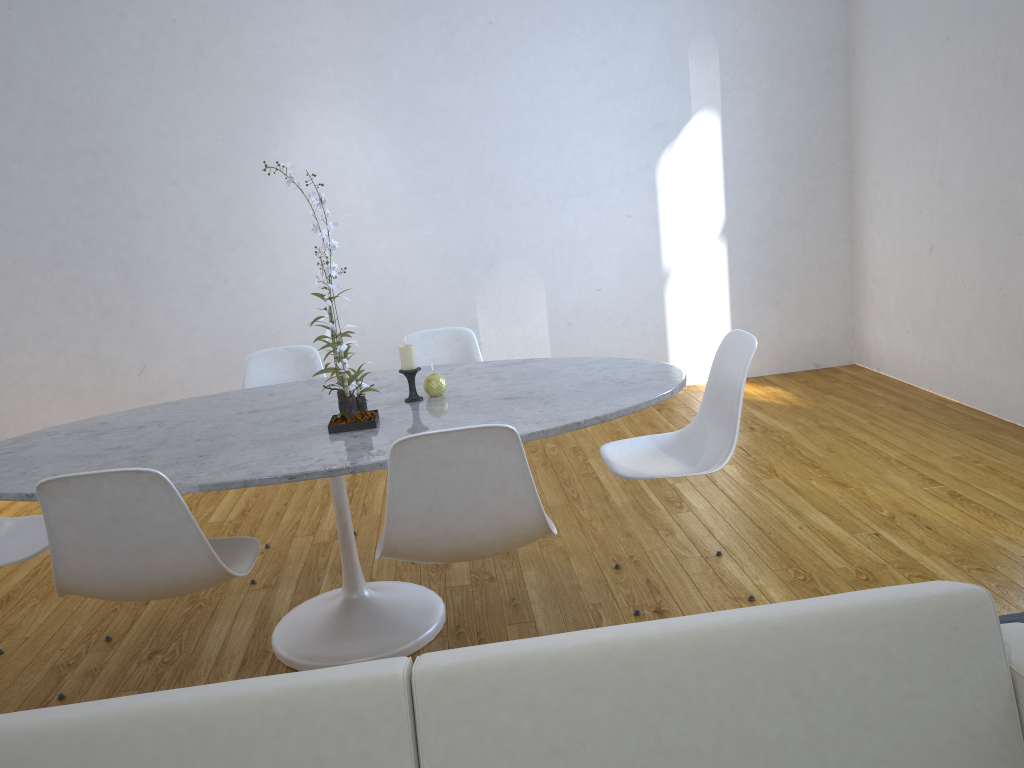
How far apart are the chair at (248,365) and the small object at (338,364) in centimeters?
91cm

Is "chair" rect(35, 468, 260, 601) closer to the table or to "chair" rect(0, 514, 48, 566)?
the table

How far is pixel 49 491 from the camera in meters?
1.7 m

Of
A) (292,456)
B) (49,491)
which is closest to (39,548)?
(49,491)

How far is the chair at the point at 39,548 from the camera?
2.2m

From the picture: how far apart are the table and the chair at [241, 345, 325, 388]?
0.3 meters

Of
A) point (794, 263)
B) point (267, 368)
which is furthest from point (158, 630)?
point (794, 263)

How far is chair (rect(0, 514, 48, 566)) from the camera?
2.2 meters

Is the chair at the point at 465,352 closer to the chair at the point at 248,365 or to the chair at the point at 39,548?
the chair at the point at 248,365

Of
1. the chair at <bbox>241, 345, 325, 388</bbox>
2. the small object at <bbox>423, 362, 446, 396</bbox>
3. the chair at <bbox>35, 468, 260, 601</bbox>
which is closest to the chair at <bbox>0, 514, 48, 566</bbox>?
the chair at <bbox>35, 468, 260, 601</bbox>
